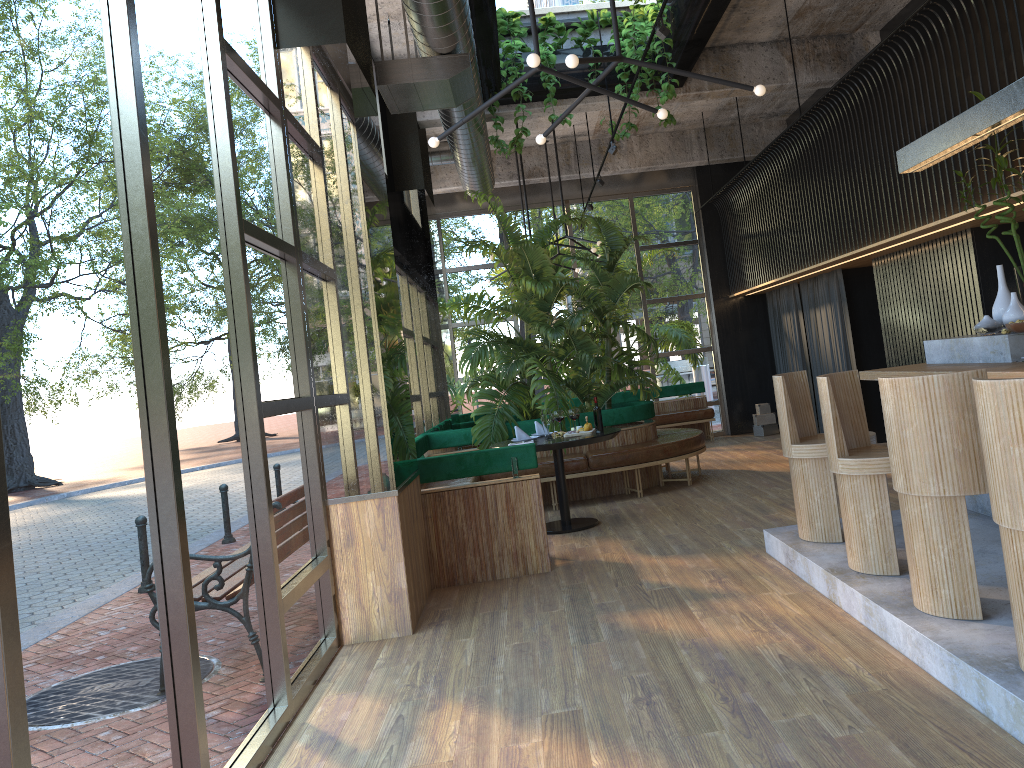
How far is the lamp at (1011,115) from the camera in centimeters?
447cm

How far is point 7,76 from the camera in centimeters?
218cm

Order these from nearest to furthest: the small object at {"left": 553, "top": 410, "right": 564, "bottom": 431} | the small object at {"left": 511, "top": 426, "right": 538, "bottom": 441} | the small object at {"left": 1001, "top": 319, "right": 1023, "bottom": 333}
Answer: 1. the small object at {"left": 1001, "top": 319, "right": 1023, "bottom": 333}
2. the small object at {"left": 511, "top": 426, "right": 538, "bottom": 441}
3. the small object at {"left": 553, "top": 410, "right": 564, "bottom": 431}

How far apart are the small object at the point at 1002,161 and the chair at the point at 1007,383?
2.44m

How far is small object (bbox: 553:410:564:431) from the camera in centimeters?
769cm

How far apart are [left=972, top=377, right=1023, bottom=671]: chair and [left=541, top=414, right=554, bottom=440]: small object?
4.5m

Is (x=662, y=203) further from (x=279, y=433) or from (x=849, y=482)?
(x=279, y=433)

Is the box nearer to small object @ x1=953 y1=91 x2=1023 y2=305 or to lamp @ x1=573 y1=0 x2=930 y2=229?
lamp @ x1=573 y1=0 x2=930 y2=229

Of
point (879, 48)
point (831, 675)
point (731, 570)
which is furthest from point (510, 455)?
point (879, 48)

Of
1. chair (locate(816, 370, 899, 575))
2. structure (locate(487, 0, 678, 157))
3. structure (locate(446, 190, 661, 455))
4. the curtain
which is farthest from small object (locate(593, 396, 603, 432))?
the curtain
